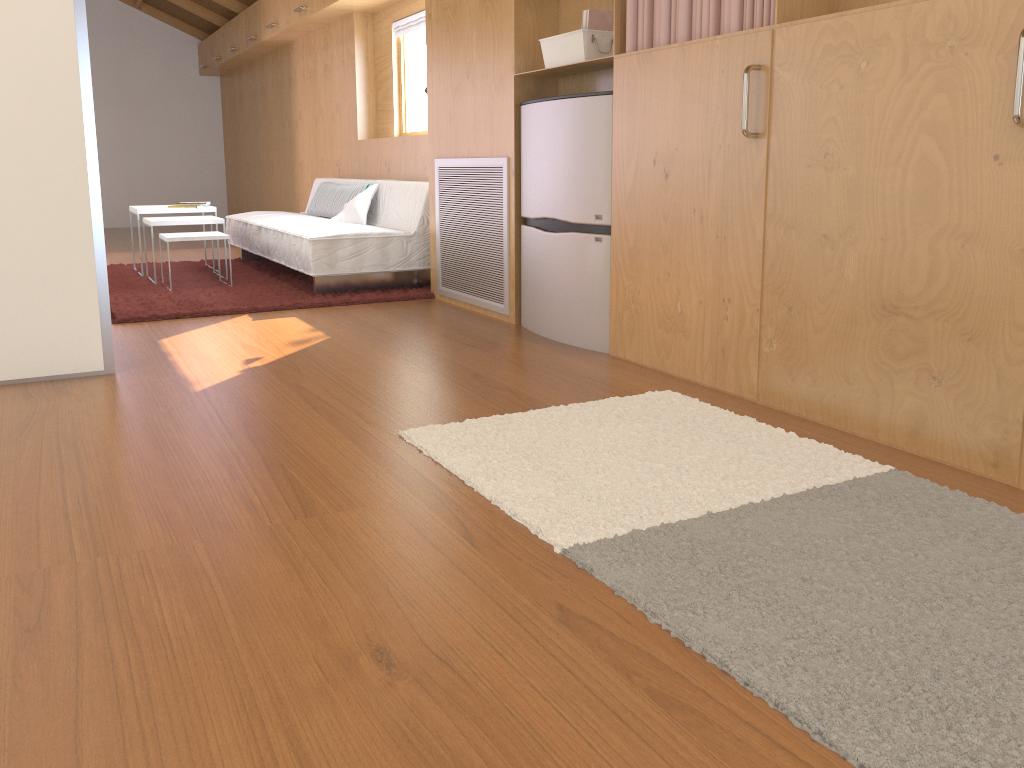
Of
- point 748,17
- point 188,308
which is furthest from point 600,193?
point 188,308

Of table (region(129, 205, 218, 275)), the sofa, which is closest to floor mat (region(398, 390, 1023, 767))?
the sofa

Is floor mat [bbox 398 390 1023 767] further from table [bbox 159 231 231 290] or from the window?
the window

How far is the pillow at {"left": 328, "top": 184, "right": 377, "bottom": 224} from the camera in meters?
5.4 m

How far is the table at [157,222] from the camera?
5.21m

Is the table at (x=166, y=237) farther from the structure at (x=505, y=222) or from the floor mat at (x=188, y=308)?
the structure at (x=505, y=222)

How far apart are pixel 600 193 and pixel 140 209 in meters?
3.5

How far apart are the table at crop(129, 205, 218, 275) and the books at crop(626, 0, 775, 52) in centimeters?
357cm

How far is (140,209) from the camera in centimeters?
555cm

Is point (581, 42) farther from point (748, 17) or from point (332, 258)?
point (332, 258)
